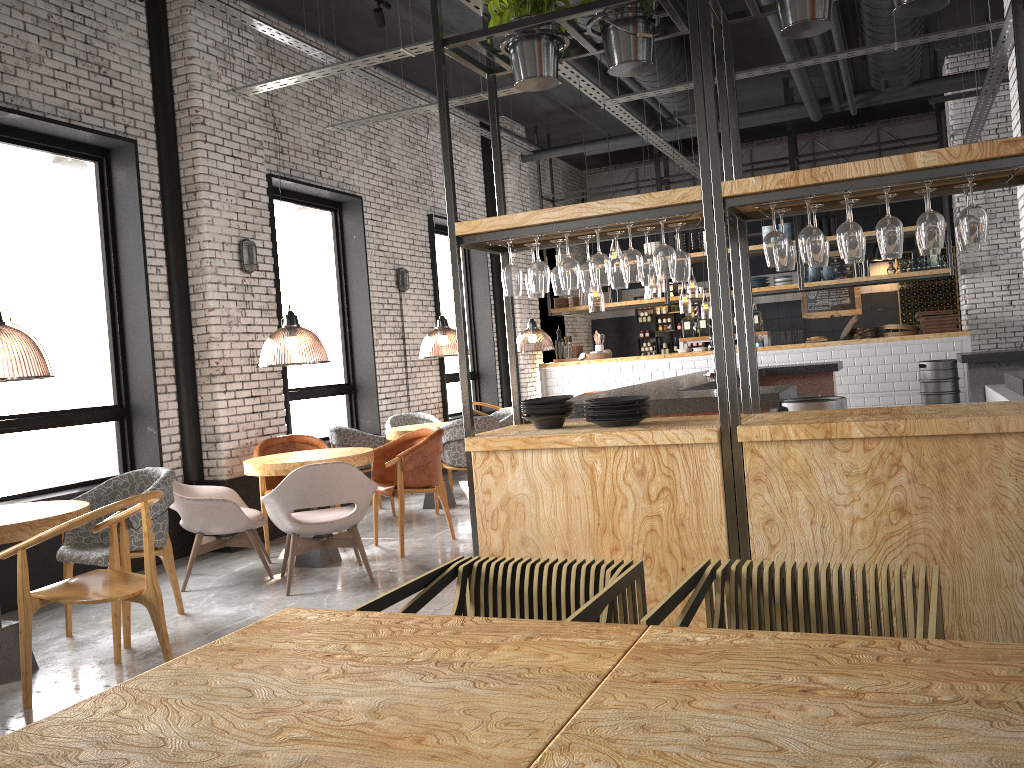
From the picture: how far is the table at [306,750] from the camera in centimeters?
148cm

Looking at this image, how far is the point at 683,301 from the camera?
22.24m

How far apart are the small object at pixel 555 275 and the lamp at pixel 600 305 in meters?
8.1

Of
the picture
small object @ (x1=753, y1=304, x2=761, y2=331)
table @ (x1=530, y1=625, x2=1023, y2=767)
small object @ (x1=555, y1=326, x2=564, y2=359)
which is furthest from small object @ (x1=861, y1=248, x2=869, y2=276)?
table @ (x1=530, y1=625, x2=1023, y2=767)

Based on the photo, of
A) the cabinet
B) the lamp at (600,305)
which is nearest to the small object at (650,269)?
the lamp at (600,305)

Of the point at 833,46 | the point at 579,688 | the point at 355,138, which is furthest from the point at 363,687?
the point at 833,46

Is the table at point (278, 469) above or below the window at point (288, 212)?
below

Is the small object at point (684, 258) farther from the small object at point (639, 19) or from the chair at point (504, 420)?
the chair at point (504, 420)

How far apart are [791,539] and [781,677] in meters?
2.0

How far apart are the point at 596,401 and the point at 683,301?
18.6 meters
